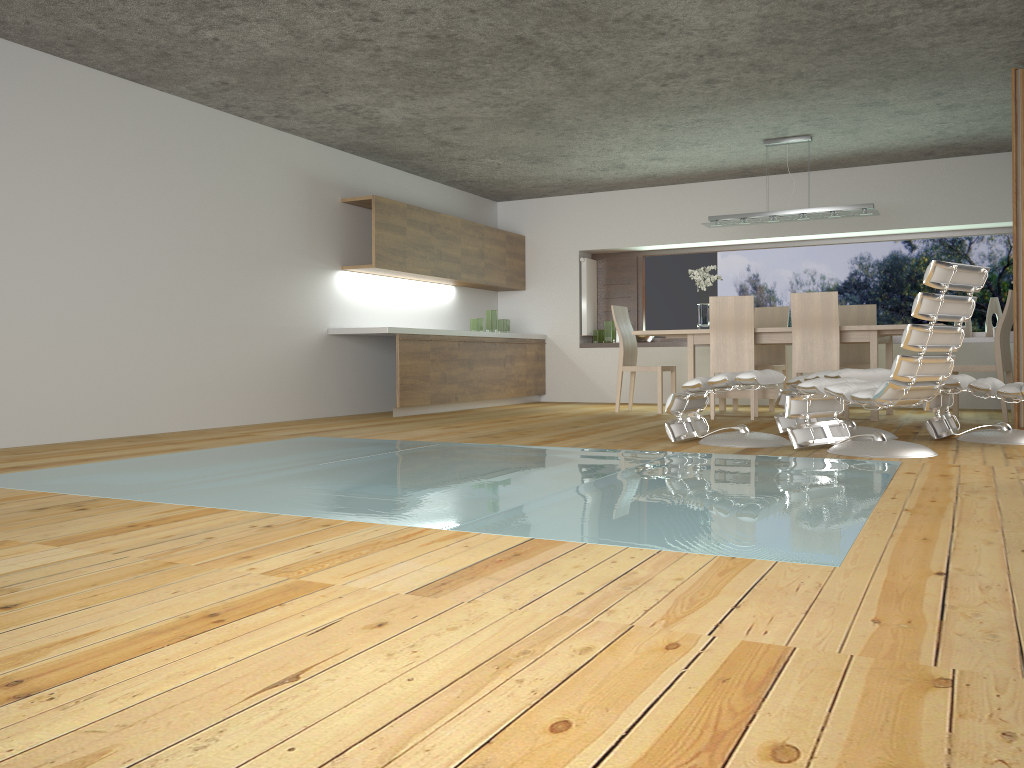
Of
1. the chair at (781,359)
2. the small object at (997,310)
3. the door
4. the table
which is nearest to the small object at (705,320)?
the table

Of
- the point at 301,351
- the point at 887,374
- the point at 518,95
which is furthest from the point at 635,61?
the point at 301,351

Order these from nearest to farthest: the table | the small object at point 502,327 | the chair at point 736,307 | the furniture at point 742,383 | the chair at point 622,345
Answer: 1. the furniture at point 742,383
2. the table
3. the chair at point 736,307
4. the chair at point 622,345
5. the small object at point 502,327

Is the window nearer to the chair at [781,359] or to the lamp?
the chair at [781,359]

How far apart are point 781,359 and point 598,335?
2.4m

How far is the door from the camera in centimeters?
585cm

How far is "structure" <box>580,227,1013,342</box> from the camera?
10.5m

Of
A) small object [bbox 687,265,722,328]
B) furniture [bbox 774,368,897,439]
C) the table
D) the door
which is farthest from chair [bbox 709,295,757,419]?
the door

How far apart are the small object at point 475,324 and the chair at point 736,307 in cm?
309

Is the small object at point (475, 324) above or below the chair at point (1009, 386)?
above
